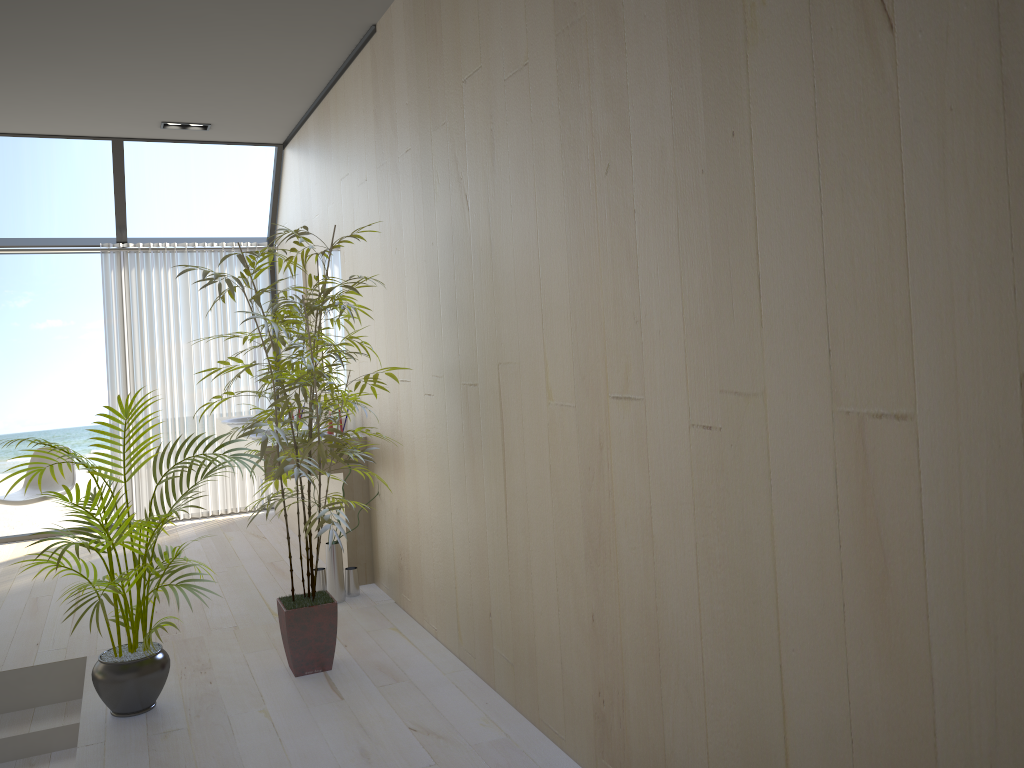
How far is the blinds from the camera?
6.5m

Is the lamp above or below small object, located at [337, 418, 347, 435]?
above

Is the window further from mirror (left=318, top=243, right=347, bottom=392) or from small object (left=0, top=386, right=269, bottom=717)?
small object (left=0, top=386, right=269, bottom=717)

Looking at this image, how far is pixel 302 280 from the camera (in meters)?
5.92

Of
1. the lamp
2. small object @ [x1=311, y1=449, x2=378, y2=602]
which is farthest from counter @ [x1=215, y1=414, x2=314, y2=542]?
the lamp

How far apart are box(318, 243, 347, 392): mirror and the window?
1.7 meters

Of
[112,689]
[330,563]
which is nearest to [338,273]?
[330,563]

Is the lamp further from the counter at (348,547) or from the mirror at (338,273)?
the counter at (348,547)

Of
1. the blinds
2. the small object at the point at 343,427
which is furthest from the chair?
the small object at the point at 343,427

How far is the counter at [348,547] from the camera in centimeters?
467cm
